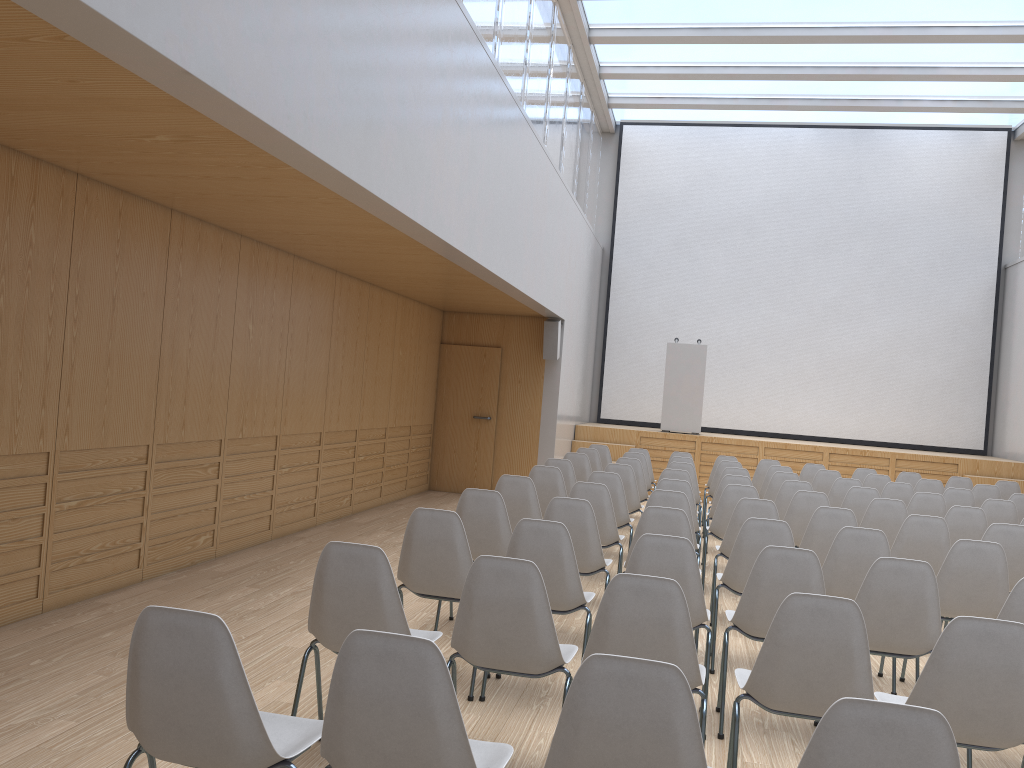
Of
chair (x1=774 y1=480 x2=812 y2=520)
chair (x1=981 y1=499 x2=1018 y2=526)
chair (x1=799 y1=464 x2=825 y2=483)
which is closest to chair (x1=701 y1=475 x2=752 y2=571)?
chair (x1=774 y1=480 x2=812 y2=520)

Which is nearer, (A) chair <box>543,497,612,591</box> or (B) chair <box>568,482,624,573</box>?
(A) chair <box>543,497,612,591</box>

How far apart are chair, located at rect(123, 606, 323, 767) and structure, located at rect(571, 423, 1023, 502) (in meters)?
11.06

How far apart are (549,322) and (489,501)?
6.7m

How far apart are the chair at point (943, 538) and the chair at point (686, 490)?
1.55m

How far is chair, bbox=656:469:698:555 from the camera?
7.8m

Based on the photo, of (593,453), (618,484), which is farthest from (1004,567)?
(593,453)

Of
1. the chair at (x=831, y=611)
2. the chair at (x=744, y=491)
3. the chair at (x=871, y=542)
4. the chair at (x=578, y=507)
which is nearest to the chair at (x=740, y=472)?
the chair at (x=744, y=491)

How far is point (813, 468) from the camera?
10.45m

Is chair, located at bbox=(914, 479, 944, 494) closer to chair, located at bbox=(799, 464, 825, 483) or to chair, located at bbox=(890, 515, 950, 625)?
chair, located at bbox=(799, 464, 825, 483)
